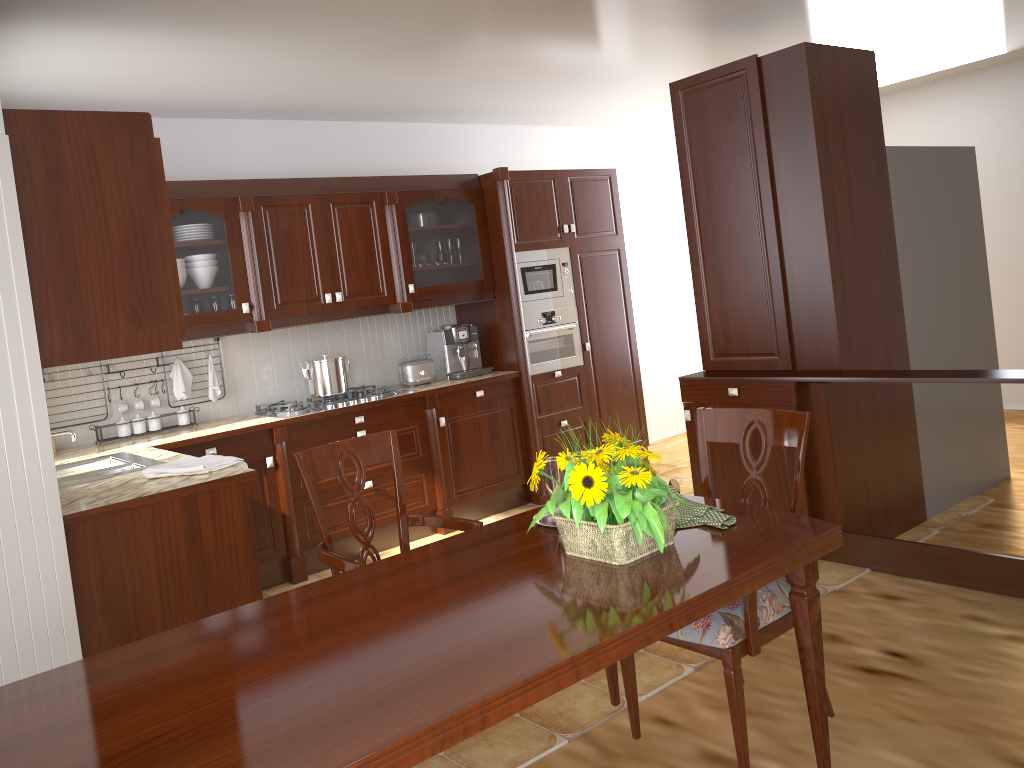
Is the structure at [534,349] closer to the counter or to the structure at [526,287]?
the structure at [526,287]

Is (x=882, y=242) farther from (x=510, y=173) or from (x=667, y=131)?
(x=667, y=131)

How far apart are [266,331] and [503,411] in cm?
152

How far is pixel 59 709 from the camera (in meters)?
1.42

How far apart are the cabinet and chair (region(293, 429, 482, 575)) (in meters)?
0.72

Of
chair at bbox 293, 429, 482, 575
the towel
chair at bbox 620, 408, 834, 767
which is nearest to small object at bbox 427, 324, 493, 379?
the towel

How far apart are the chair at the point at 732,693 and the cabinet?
1.70m

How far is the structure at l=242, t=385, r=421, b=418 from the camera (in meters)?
4.60

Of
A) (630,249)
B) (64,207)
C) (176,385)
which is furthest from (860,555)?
(630,249)

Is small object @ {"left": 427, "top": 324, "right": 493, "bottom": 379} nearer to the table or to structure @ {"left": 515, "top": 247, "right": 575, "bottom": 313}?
structure @ {"left": 515, "top": 247, "right": 575, "bottom": 313}
